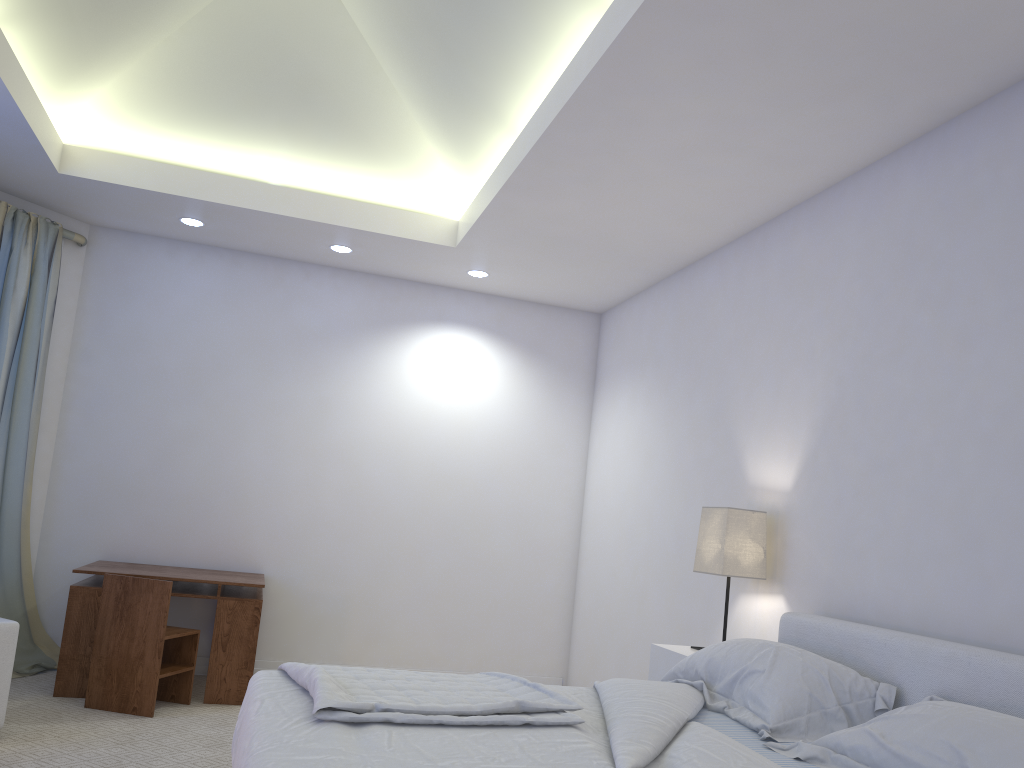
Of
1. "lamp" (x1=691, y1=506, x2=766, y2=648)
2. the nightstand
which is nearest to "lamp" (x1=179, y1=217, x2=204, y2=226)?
"lamp" (x1=691, y1=506, x2=766, y2=648)

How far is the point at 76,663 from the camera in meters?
4.2

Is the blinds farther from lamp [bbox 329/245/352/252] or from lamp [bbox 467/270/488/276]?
lamp [bbox 467/270/488/276]

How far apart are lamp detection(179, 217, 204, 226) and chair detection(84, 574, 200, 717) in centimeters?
196cm

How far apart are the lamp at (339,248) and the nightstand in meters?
2.8 m

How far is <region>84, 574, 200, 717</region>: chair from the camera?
3.97m

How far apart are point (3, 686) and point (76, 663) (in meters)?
0.84

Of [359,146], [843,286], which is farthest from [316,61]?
[843,286]

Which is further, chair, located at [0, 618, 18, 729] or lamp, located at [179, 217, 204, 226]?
A: lamp, located at [179, 217, 204, 226]

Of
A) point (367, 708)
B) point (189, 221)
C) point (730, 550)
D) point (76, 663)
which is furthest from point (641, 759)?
point (189, 221)
